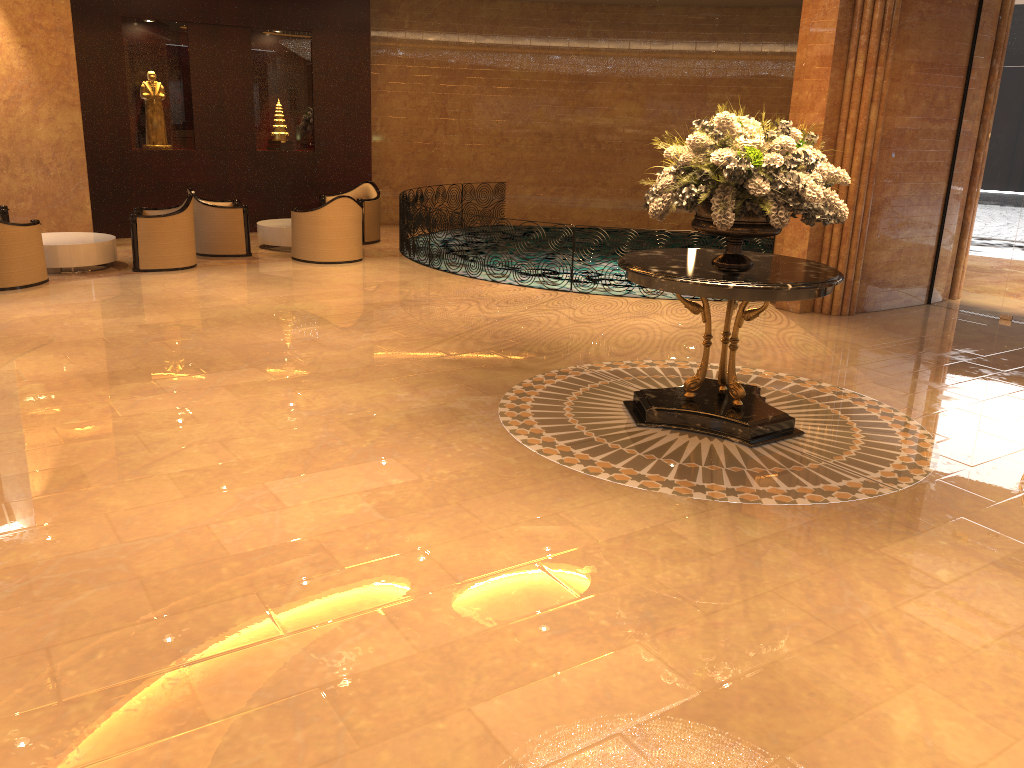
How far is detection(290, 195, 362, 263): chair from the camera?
11.8 meters

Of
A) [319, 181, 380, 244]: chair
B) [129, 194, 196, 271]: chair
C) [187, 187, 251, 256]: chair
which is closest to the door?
[319, 181, 380, 244]: chair

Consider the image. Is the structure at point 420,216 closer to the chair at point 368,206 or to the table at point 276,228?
the chair at point 368,206

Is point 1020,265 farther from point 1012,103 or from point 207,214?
point 207,214

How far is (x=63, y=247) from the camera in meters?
10.5 m

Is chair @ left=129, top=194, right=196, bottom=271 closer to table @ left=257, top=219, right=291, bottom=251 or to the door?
A: table @ left=257, top=219, right=291, bottom=251

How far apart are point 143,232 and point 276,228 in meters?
2.3 m

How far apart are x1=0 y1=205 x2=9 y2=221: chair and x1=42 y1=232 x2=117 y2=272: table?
0.6 meters

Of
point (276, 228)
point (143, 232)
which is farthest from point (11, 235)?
point (276, 228)

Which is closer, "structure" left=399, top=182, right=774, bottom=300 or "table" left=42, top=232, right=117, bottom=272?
"table" left=42, top=232, right=117, bottom=272
